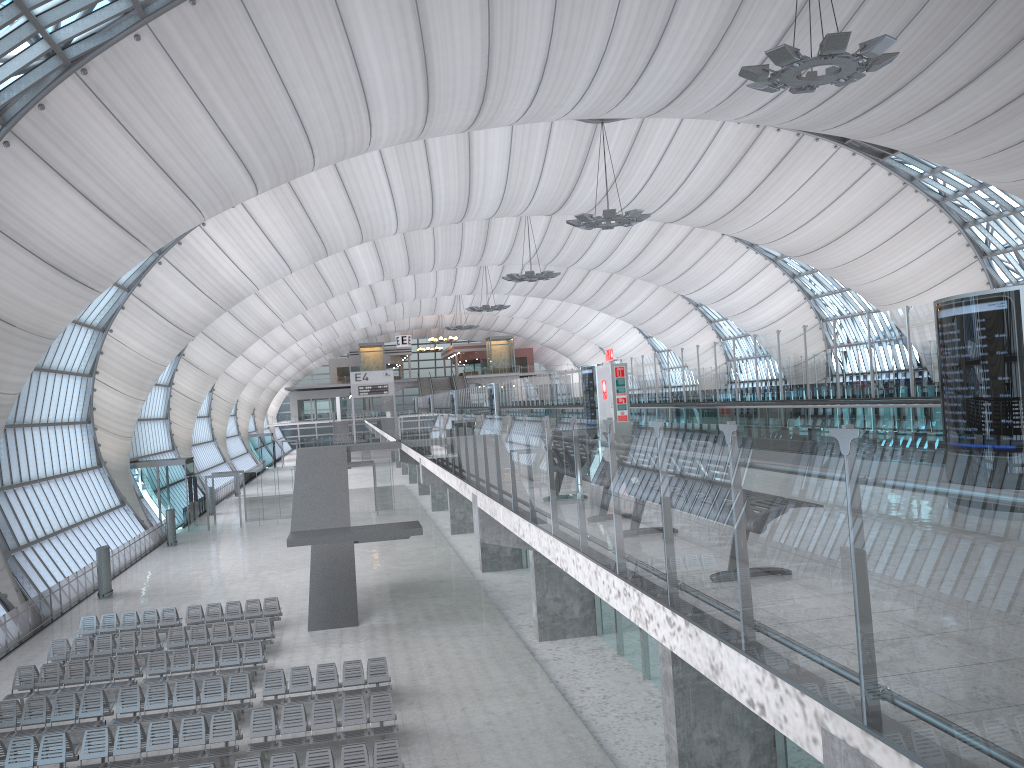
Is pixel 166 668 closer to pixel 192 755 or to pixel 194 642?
pixel 194 642

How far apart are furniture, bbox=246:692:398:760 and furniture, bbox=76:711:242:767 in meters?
0.3

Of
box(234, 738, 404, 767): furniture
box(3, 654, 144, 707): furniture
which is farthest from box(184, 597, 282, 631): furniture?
box(234, 738, 404, 767): furniture

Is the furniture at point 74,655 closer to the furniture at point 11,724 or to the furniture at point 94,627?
the furniture at point 94,627

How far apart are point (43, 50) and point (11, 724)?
14.88m

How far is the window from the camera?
20.7m

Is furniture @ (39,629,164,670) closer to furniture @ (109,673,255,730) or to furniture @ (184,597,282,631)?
furniture @ (184,597,282,631)

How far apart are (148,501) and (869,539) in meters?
51.2 m

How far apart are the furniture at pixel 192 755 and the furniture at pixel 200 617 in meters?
8.6

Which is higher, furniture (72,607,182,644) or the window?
the window
